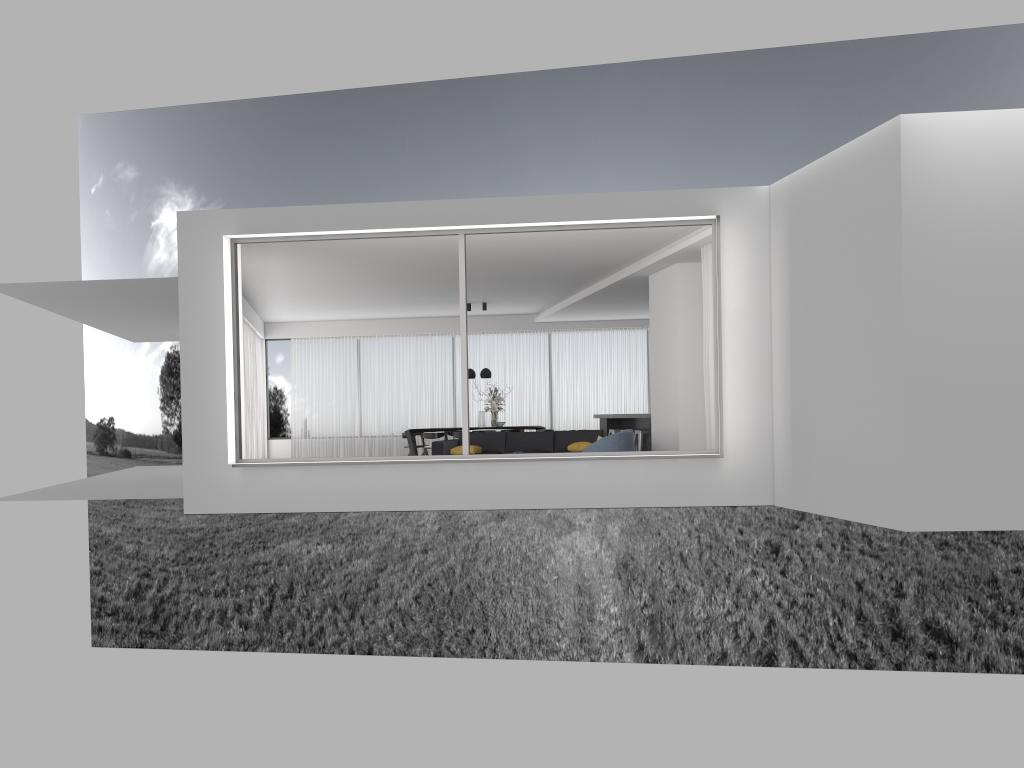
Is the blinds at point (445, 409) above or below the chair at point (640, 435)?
above

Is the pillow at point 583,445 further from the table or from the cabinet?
the table

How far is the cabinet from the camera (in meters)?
15.82

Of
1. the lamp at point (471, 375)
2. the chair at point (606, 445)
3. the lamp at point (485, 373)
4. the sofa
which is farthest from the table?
the chair at point (606, 445)

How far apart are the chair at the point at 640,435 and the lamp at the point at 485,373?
3.7m

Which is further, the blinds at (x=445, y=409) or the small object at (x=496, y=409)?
the blinds at (x=445, y=409)

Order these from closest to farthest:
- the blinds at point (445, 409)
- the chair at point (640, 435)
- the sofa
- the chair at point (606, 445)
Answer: the chair at point (606, 445)
the sofa
the chair at point (640, 435)
the blinds at point (445, 409)

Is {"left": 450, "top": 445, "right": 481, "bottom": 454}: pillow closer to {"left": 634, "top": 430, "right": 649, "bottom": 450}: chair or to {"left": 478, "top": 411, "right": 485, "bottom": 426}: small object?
{"left": 634, "top": 430, "right": 649, "bottom": 450}: chair

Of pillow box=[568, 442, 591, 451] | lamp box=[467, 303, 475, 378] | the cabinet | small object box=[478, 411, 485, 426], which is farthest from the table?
pillow box=[568, 442, 591, 451]

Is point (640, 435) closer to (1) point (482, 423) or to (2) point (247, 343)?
(1) point (482, 423)
